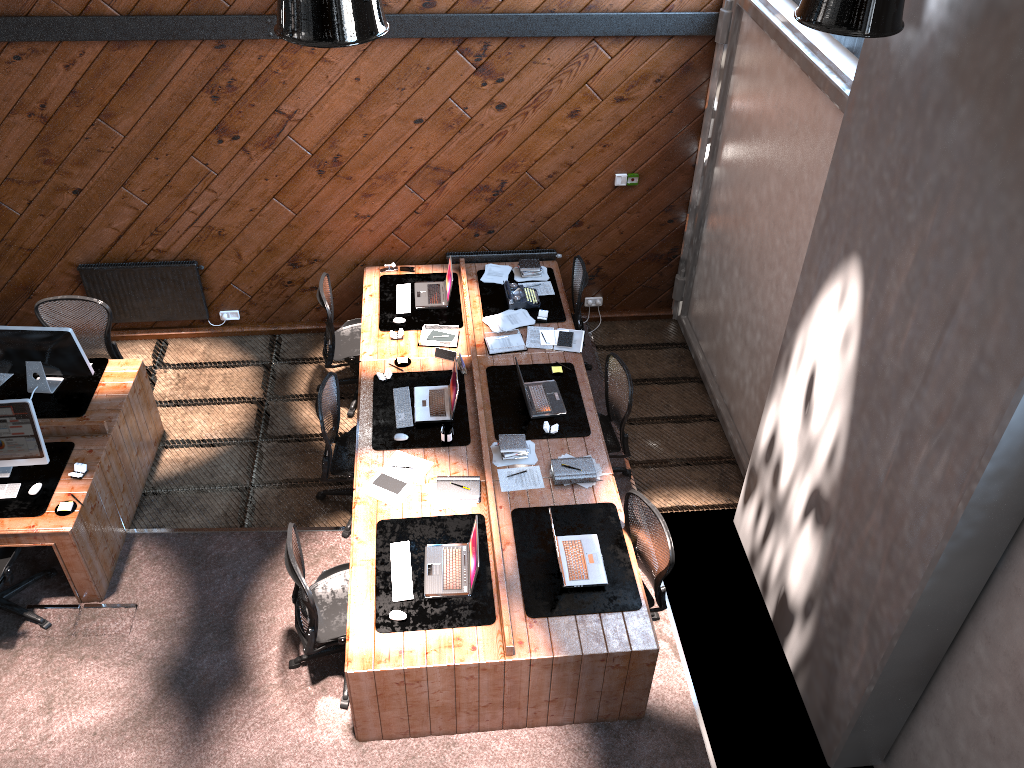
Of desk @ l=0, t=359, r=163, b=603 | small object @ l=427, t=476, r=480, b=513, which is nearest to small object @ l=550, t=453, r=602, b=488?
small object @ l=427, t=476, r=480, b=513

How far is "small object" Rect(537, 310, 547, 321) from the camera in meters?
7.3

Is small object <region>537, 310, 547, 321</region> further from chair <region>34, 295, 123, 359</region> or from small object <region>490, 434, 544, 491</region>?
chair <region>34, 295, 123, 359</region>

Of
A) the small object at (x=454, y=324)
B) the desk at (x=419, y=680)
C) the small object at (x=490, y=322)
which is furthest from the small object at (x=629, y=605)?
the small object at (x=454, y=324)

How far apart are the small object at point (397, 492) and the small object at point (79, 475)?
1.9 meters

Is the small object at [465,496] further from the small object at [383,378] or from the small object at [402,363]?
the small object at [402,363]

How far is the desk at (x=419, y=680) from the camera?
4.9 meters

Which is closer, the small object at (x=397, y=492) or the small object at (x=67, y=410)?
the small object at (x=397, y=492)

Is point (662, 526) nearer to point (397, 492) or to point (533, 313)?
point (397, 492)

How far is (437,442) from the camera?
6.2m
